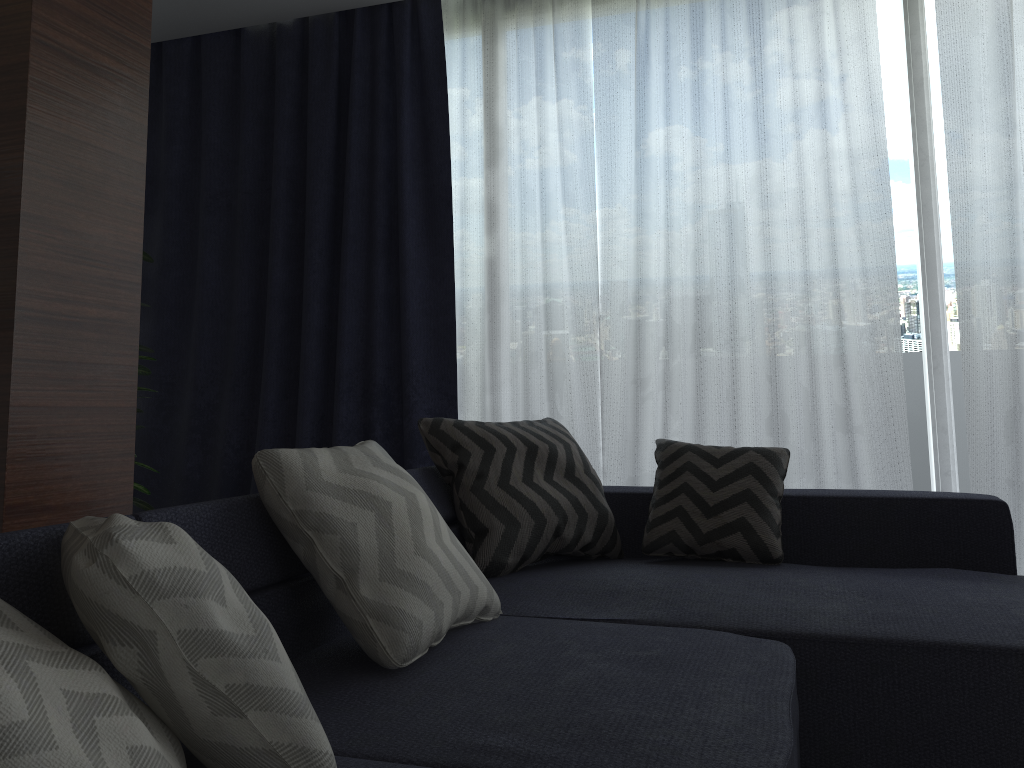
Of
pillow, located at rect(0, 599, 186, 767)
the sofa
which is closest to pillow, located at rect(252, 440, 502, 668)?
the sofa

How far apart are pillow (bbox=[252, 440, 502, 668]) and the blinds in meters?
1.6 m

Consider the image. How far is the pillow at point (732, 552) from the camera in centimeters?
251cm

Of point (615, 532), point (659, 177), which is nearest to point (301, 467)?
point (615, 532)

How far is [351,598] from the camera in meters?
1.6 m

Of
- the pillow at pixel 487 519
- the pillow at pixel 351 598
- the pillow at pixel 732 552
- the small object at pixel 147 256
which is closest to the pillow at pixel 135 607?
the pillow at pixel 351 598

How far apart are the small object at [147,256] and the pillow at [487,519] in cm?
125

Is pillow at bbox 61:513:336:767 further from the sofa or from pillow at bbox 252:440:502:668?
pillow at bbox 252:440:502:668

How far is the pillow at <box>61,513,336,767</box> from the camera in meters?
0.9 m

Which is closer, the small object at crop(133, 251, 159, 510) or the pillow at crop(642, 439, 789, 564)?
the pillow at crop(642, 439, 789, 564)
